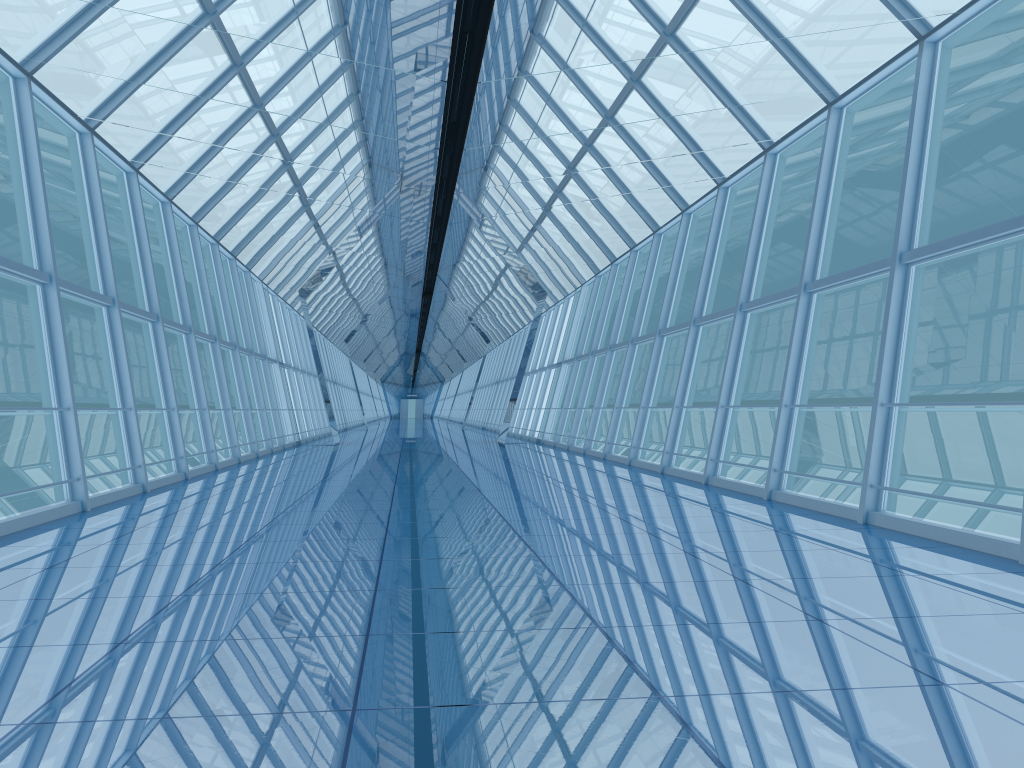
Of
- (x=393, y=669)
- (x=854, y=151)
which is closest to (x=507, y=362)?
(x=854, y=151)

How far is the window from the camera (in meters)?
8.88

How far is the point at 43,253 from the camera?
8.9m

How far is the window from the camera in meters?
8.9 m
